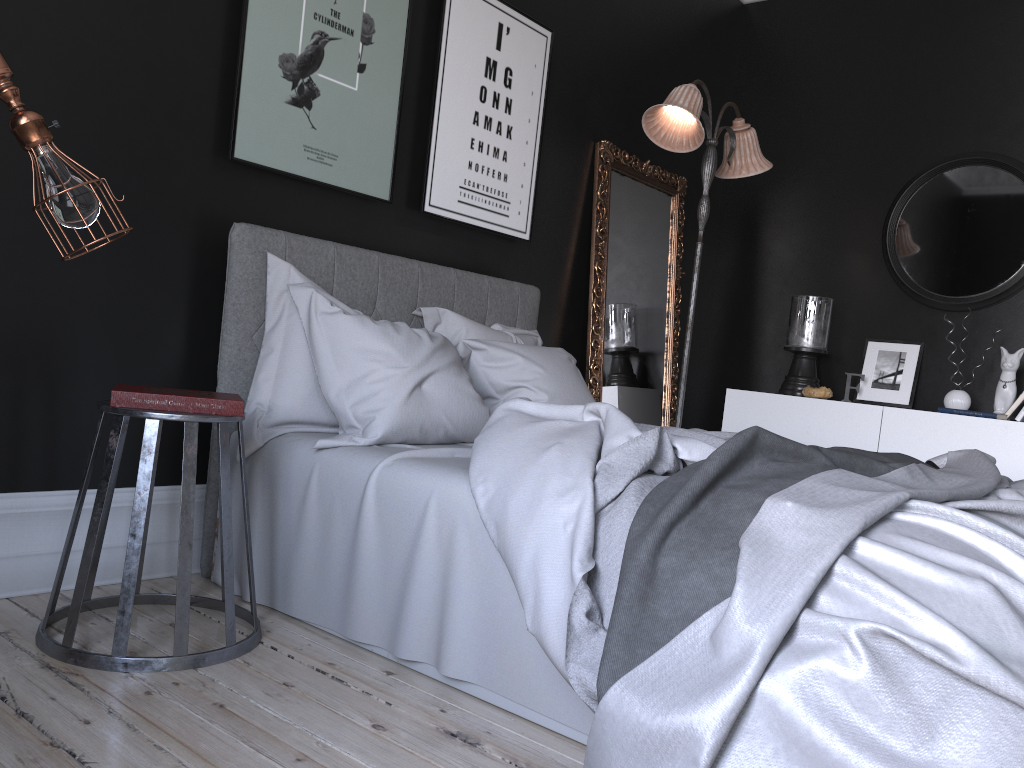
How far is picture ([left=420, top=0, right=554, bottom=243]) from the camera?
4.0m

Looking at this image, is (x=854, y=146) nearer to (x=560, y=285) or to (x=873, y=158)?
(x=873, y=158)

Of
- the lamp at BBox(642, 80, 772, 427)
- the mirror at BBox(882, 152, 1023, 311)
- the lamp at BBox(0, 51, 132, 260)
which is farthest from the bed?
the mirror at BBox(882, 152, 1023, 311)

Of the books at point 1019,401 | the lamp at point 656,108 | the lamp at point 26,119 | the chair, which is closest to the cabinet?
the books at point 1019,401

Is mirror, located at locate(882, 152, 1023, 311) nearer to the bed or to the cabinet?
the cabinet

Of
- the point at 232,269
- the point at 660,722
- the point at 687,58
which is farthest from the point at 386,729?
the point at 687,58

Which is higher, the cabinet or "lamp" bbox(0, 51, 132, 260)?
"lamp" bbox(0, 51, 132, 260)

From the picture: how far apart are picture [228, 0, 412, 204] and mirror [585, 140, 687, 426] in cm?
152

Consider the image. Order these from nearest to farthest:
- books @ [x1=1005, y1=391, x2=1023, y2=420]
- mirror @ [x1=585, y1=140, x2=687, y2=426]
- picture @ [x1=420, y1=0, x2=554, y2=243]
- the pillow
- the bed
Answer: the bed → the pillow → picture @ [x1=420, y1=0, x2=554, y2=243] → books @ [x1=1005, y1=391, x2=1023, y2=420] → mirror @ [x1=585, y1=140, x2=687, y2=426]

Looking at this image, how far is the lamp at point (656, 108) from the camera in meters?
4.3 m
